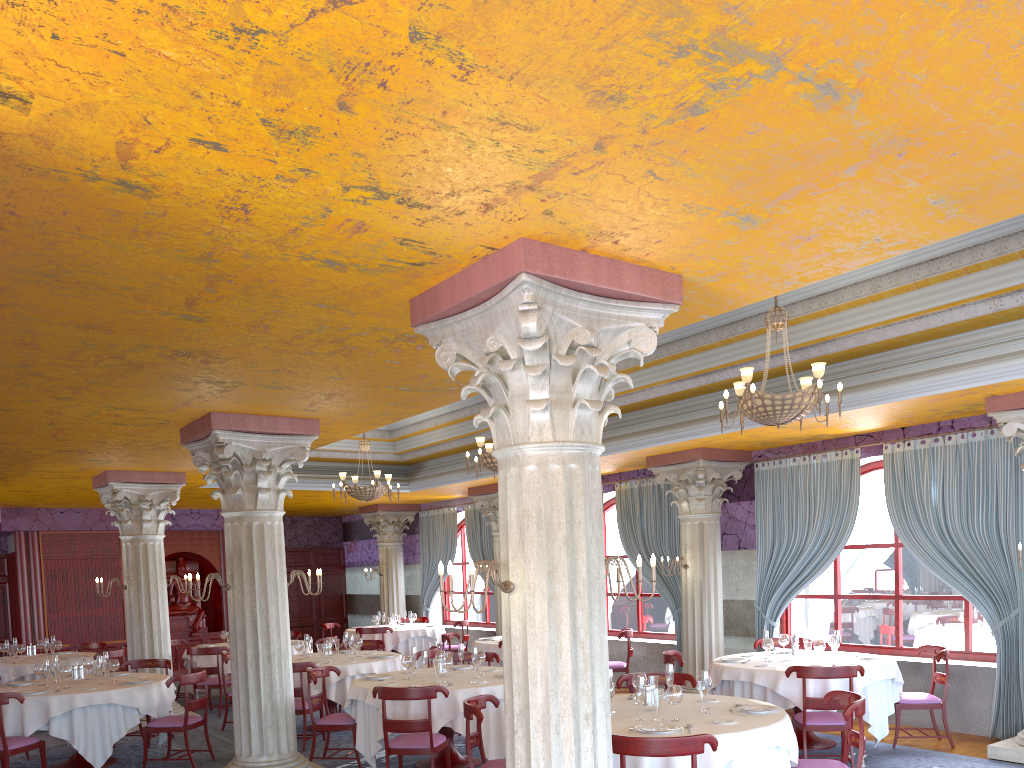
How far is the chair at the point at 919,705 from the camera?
8.8m

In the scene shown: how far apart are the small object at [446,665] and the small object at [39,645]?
8.3m

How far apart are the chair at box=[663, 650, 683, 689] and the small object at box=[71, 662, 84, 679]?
6.6m

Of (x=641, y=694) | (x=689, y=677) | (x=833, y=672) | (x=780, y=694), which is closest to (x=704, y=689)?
(x=641, y=694)

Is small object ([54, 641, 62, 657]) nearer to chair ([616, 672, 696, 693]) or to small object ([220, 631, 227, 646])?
small object ([220, 631, 227, 646])

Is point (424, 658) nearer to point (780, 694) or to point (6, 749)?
point (780, 694)

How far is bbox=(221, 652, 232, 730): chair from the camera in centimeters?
1122cm

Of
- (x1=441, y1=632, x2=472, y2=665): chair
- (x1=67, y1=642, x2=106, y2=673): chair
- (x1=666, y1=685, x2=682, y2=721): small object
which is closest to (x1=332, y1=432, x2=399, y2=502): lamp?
(x1=441, y1=632, x2=472, y2=665): chair

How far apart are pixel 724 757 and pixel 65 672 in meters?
7.2

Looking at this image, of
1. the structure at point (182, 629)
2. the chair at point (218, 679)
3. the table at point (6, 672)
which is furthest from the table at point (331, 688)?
the structure at point (182, 629)
